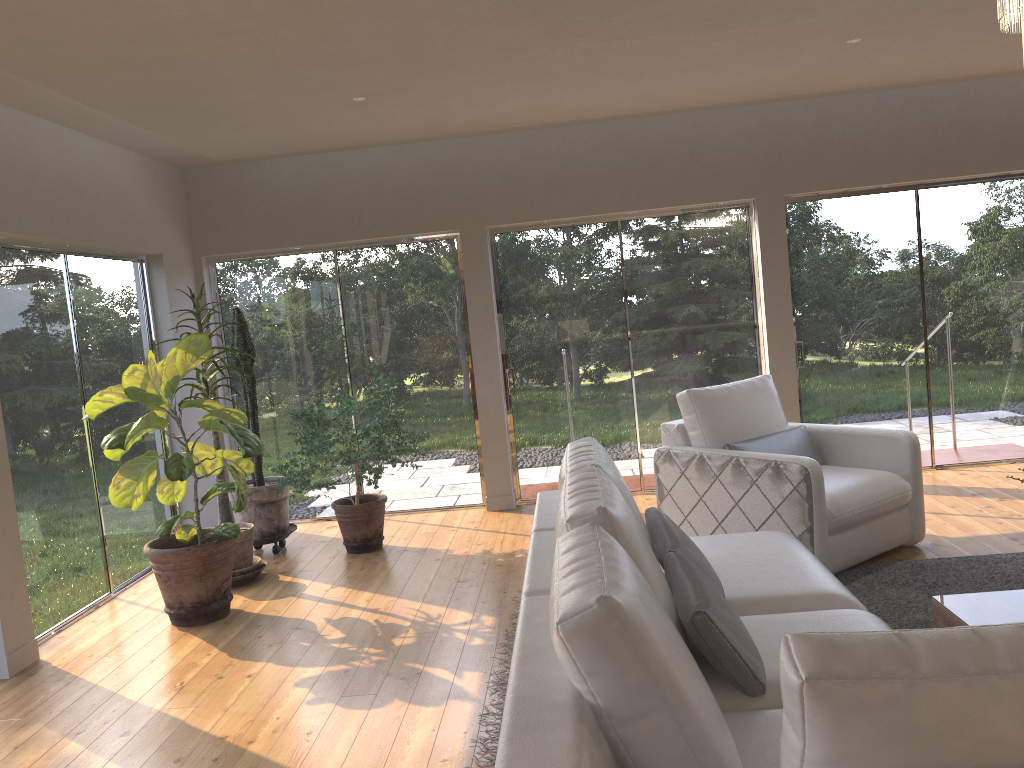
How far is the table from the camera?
2.99m

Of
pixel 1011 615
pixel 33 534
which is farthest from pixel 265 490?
pixel 1011 615

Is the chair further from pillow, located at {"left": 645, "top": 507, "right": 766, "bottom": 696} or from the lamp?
the lamp

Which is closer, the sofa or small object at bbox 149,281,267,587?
the sofa

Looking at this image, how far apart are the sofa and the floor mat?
0.6 meters

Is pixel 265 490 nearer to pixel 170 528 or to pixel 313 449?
pixel 313 449

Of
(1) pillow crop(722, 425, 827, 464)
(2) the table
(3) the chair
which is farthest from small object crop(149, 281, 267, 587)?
(2) the table

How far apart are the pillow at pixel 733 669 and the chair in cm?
117

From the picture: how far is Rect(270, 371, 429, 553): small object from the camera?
5.49m

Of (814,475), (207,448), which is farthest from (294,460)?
(814,475)
